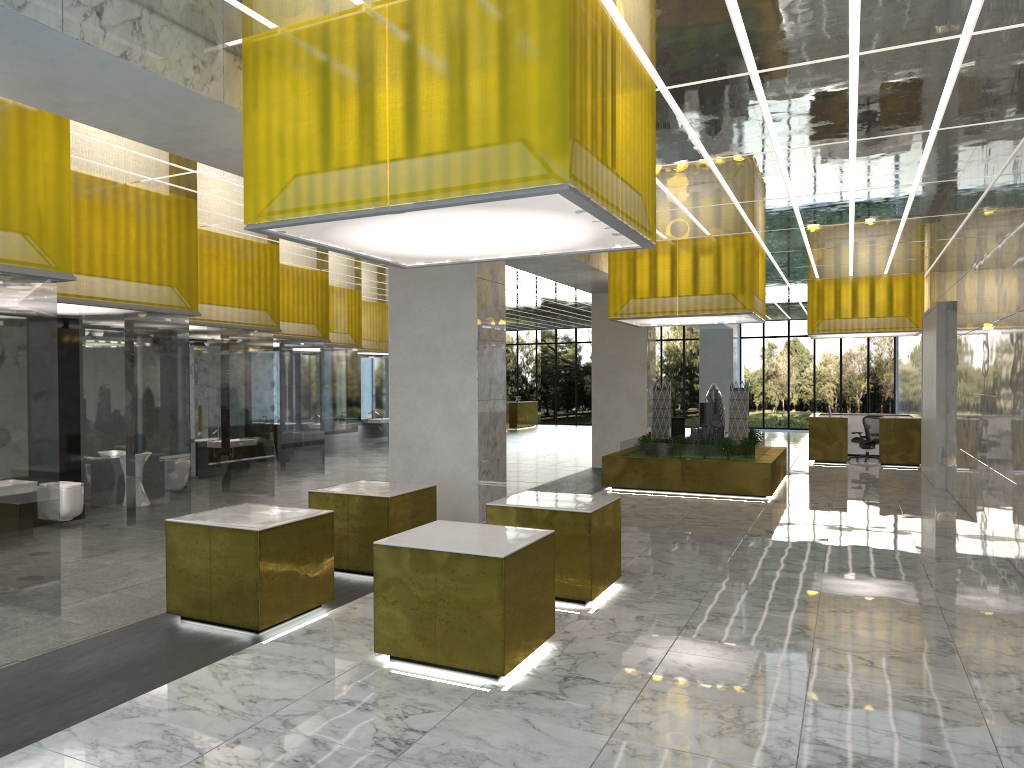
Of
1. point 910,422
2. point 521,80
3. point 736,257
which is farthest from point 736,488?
point 521,80

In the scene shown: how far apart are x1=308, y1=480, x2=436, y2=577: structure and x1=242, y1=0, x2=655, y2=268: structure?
3.05m

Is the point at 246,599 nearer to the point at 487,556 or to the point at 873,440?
the point at 487,556

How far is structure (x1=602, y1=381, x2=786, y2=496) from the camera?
20.87m

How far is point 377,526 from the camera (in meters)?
11.34

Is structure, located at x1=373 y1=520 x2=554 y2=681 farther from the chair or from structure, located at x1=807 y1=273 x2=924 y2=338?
the chair

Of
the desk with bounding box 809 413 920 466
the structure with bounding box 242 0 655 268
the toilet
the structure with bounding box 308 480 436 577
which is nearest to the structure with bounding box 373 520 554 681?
the structure with bounding box 308 480 436 577

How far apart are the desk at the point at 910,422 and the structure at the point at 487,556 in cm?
2333

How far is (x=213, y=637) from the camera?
8.5 meters

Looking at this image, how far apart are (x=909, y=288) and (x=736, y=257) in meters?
11.7 m
